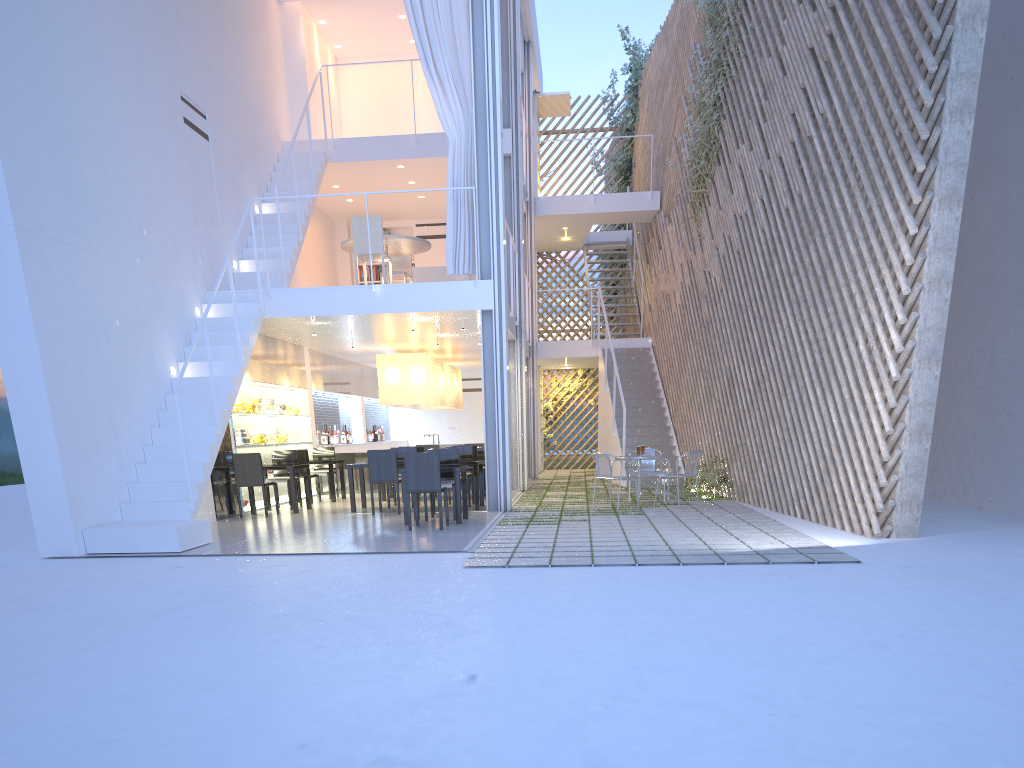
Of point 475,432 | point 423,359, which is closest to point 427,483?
point 423,359

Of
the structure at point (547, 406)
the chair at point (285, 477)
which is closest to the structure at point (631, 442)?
the structure at point (547, 406)

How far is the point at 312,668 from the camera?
1.87m

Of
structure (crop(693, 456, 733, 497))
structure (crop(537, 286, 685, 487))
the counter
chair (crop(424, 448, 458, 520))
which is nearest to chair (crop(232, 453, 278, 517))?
chair (crop(424, 448, 458, 520))

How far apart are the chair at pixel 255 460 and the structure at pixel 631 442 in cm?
335

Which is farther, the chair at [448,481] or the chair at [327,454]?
the chair at [327,454]

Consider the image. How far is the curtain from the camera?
5.7 meters

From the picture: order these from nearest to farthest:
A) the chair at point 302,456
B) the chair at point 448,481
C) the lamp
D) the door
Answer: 1. the chair at point 448,481
2. the chair at point 302,456
3. the lamp
4. the door

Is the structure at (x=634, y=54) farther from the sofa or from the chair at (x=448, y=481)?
the chair at (x=448, y=481)

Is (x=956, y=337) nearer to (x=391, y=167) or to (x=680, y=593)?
(x=680, y=593)
